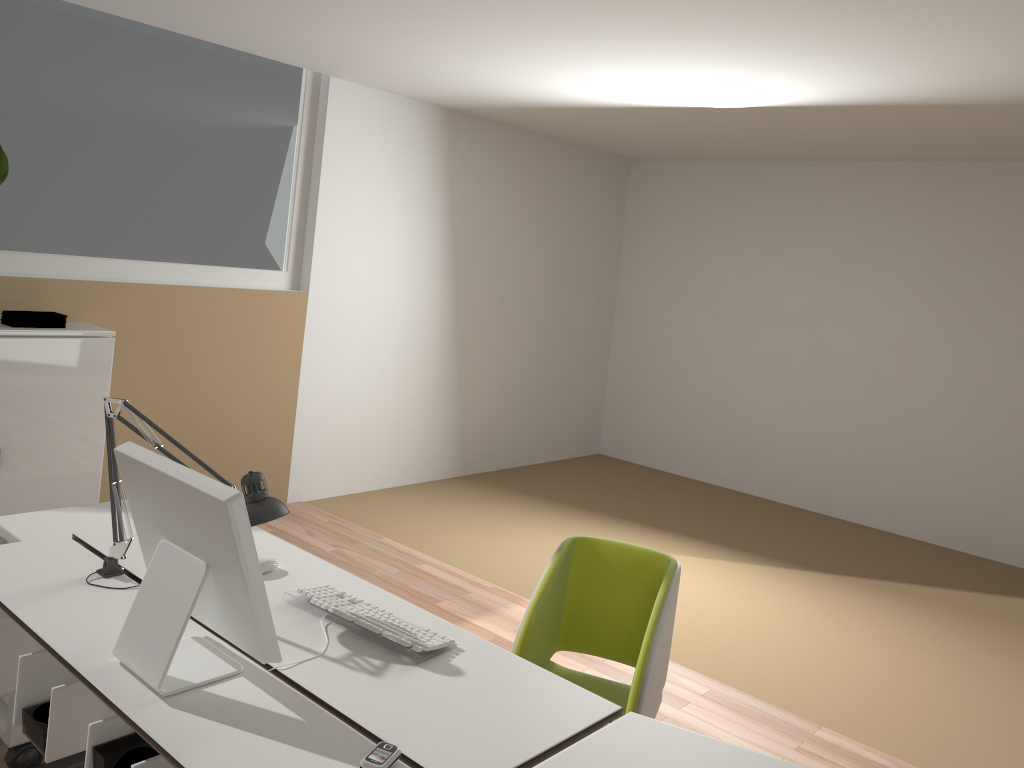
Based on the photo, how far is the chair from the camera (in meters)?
2.38

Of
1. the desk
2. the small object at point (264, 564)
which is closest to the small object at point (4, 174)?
the desk

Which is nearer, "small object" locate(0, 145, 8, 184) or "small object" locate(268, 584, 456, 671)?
"small object" locate(268, 584, 456, 671)

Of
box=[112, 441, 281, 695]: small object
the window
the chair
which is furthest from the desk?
the window

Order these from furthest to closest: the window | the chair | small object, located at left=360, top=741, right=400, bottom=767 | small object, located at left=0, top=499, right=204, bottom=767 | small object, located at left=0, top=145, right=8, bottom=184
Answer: the window
small object, located at left=0, top=145, right=8, bottom=184
small object, located at left=0, top=499, right=204, bottom=767
the chair
small object, located at left=360, top=741, right=400, bottom=767

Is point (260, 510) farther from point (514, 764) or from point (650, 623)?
point (650, 623)

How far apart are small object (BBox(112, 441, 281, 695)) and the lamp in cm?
26

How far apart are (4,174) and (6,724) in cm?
232

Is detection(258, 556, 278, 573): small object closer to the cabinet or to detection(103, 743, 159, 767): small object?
Result: detection(103, 743, 159, 767): small object

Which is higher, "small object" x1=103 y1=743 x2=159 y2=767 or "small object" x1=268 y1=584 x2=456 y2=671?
"small object" x1=268 y1=584 x2=456 y2=671
